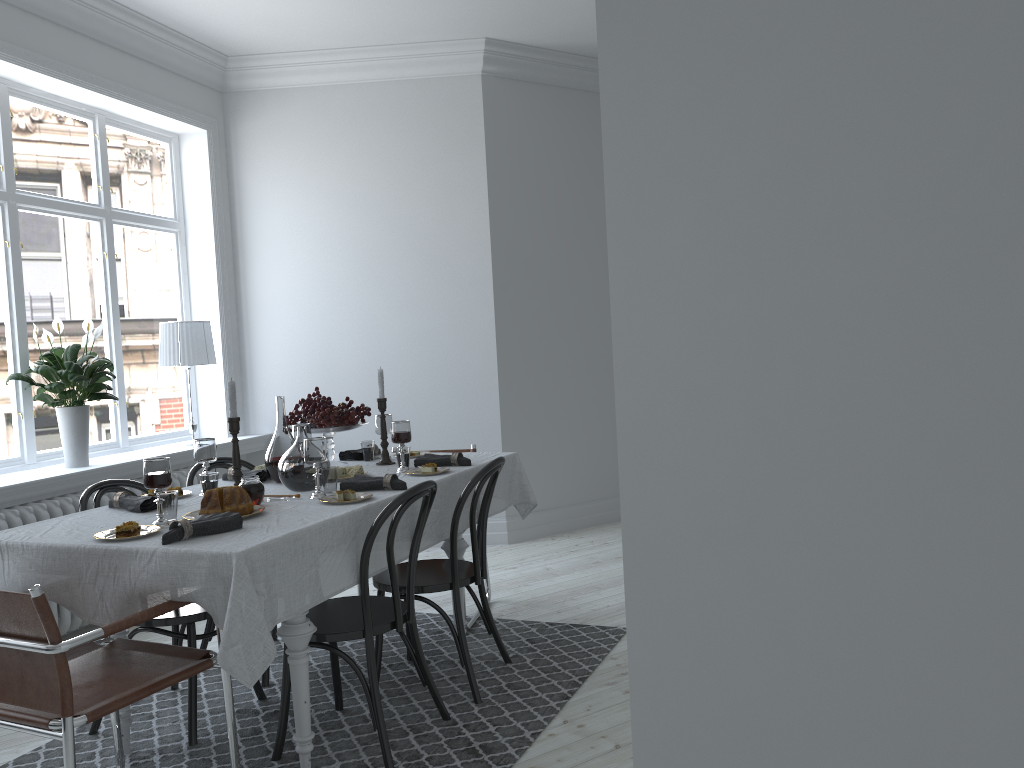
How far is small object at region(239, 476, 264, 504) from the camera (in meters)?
3.01

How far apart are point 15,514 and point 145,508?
1.41m

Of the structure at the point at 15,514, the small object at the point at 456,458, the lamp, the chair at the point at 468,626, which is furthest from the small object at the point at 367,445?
the lamp

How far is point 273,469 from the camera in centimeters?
354cm

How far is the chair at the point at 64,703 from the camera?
2.1m

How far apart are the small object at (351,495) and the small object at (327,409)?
0.9m

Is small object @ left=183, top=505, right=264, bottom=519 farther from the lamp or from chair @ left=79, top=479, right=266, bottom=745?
the lamp

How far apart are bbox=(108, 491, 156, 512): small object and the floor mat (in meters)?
0.84

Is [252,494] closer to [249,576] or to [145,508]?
[145,508]

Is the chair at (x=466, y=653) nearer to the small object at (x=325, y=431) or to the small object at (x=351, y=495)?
the small object at (x=351, y=495)
